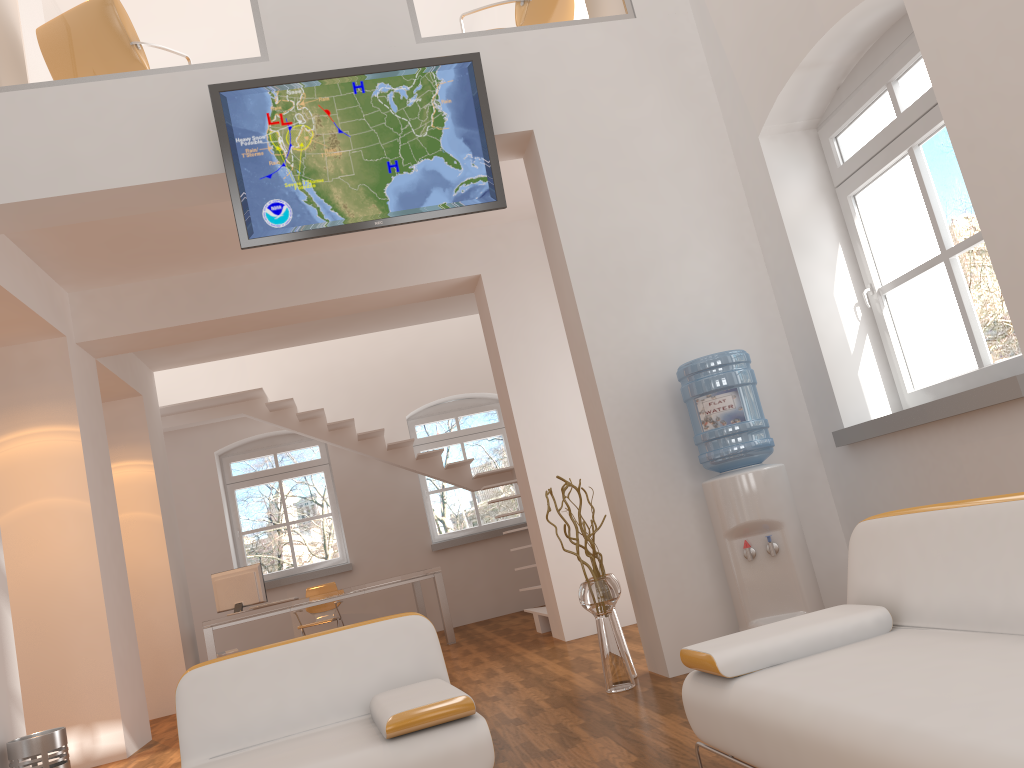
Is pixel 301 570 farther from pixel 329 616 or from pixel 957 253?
pixel 957 253

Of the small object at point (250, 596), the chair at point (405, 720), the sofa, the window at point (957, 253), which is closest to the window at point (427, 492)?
the small object at point (250, 596)

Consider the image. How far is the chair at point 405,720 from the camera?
2.5 meters

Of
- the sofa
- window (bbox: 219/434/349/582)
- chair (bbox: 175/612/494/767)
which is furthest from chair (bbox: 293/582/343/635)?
the sofa

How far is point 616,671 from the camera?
4.4 meters

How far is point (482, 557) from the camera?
10.71m

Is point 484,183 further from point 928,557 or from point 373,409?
point 373,409

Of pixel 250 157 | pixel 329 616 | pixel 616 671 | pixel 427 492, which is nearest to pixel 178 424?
pixel 329 616

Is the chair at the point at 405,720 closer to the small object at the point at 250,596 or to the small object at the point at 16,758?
the small object at the point at 16,758

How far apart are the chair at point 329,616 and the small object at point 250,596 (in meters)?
1.18
